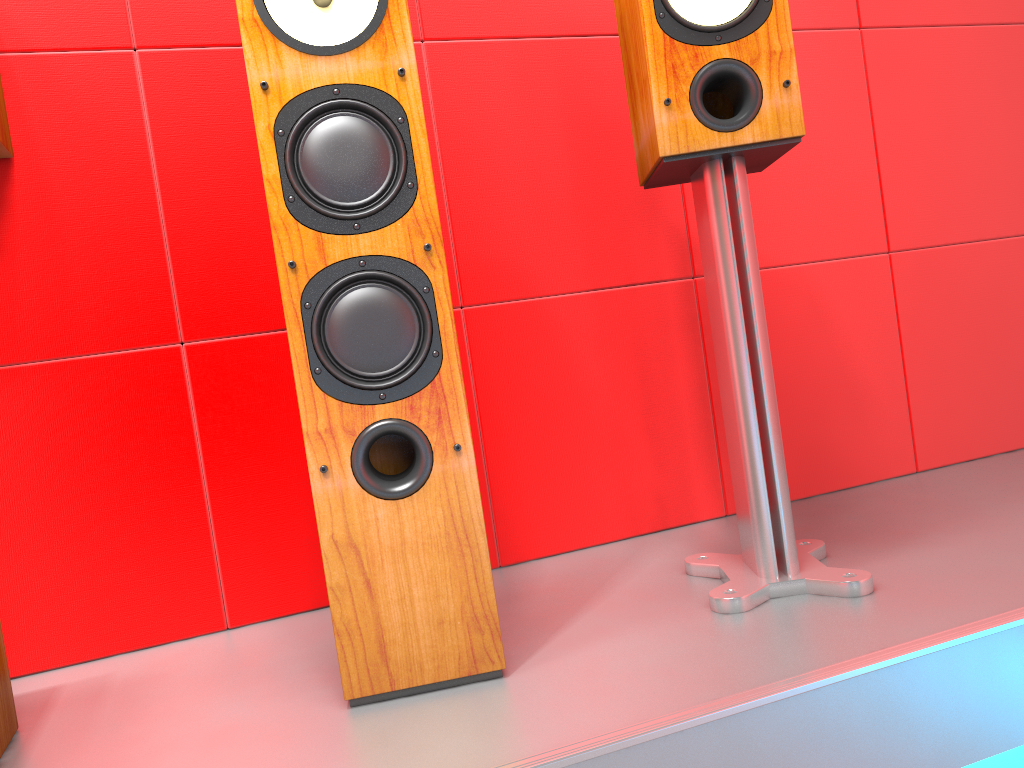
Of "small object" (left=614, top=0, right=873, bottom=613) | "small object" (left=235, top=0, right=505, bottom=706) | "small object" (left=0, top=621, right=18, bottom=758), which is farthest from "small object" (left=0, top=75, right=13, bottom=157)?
"small object" (left=614, top=0, right=873, bottom=613)

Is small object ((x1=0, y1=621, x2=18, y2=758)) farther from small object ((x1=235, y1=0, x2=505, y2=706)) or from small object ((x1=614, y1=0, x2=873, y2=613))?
small object ((x1=614, y1=0, x2=873, y2=613))

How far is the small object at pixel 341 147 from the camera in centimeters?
107cm

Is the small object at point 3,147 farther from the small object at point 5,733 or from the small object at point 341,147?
the small object at point 5,733

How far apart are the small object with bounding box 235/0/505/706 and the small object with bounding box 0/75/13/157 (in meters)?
0.46

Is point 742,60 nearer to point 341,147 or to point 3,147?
point 341,147

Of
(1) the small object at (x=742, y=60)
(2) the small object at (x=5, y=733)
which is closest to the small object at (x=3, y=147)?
(2) the small object at (x=5, y=733)

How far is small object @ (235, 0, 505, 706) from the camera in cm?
107

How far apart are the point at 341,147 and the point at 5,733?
0.85m

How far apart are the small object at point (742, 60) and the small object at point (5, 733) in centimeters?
94cm
